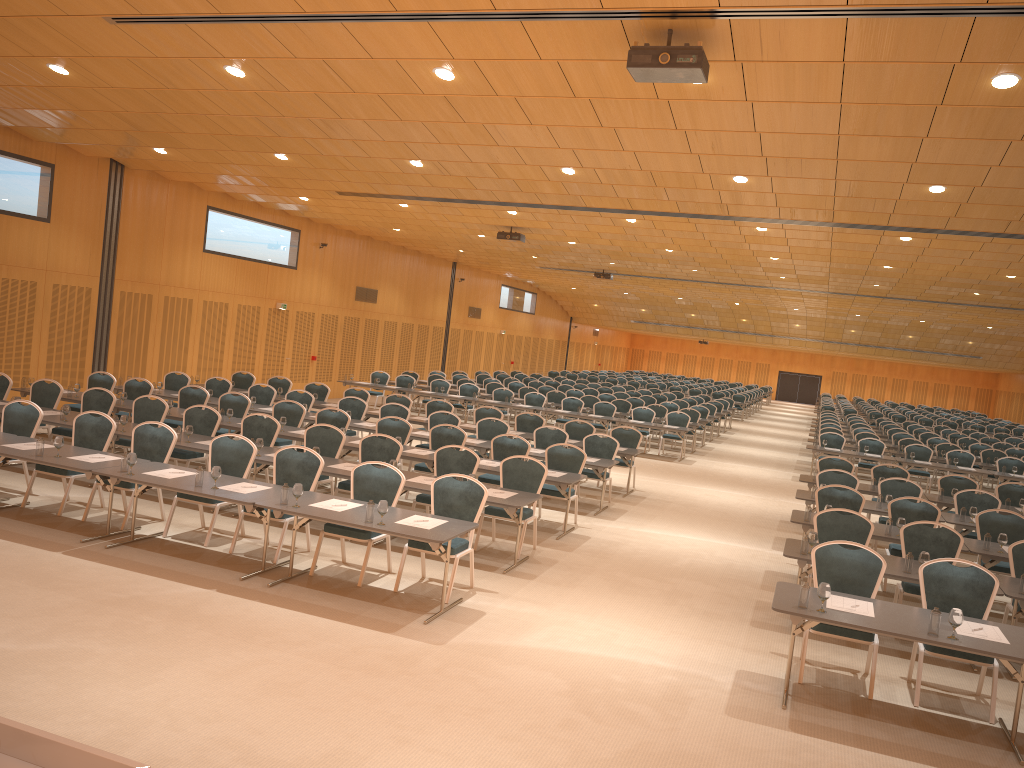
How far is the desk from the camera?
6.3m

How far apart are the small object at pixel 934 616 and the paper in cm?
31

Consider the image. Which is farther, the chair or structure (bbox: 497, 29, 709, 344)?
the chair

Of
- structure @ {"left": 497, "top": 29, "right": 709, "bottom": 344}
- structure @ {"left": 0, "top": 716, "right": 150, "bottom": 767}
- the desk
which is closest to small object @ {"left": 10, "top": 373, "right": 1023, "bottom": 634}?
the desk

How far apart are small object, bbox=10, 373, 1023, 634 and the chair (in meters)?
0.65

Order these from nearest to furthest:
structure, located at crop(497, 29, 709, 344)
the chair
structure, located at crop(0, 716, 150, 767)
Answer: structure, located at crop(0, 716, 150, 767), structure, located at crop(497, 29, 709, 344), the chair

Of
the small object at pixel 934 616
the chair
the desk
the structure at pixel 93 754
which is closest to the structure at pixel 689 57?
the chair

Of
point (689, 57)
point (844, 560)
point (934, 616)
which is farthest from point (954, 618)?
point (689, 57)

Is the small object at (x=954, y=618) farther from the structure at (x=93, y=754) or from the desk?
the structure at (x=93, y=754)

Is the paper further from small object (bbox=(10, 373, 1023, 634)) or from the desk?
small object (bbox=(10, 373, 1023, 634))
